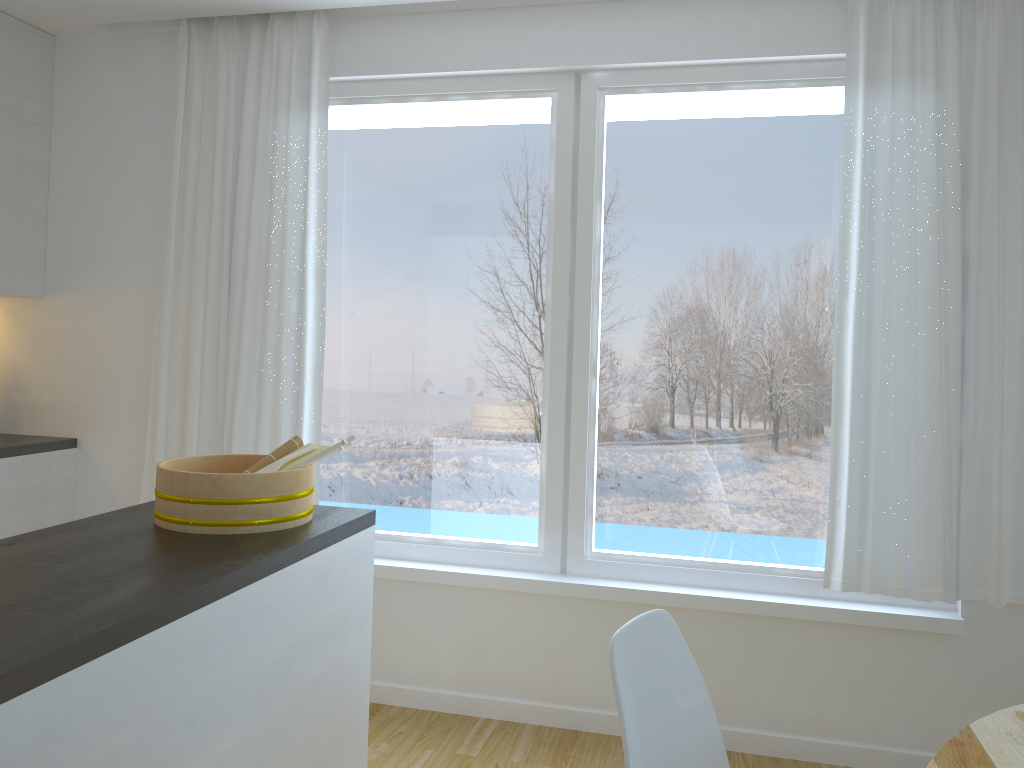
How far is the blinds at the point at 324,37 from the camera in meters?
3.5 m

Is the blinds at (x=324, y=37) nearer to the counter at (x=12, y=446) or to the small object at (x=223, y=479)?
the counter at (x=12, y=446)

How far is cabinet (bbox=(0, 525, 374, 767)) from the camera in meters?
1.3

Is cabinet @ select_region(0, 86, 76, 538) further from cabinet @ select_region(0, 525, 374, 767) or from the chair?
the chair

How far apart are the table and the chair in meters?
0.4 m

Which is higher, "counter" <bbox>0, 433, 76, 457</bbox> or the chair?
"counter" <bbox>0, 433, 76, 457</bbox>

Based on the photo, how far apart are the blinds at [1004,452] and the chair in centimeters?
138cm

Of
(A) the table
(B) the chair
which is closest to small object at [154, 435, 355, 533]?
(B) the chair

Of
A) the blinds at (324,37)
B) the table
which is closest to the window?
the blinds at (324,37)

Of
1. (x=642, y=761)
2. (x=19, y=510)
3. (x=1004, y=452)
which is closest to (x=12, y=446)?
(x=19, y=510)
